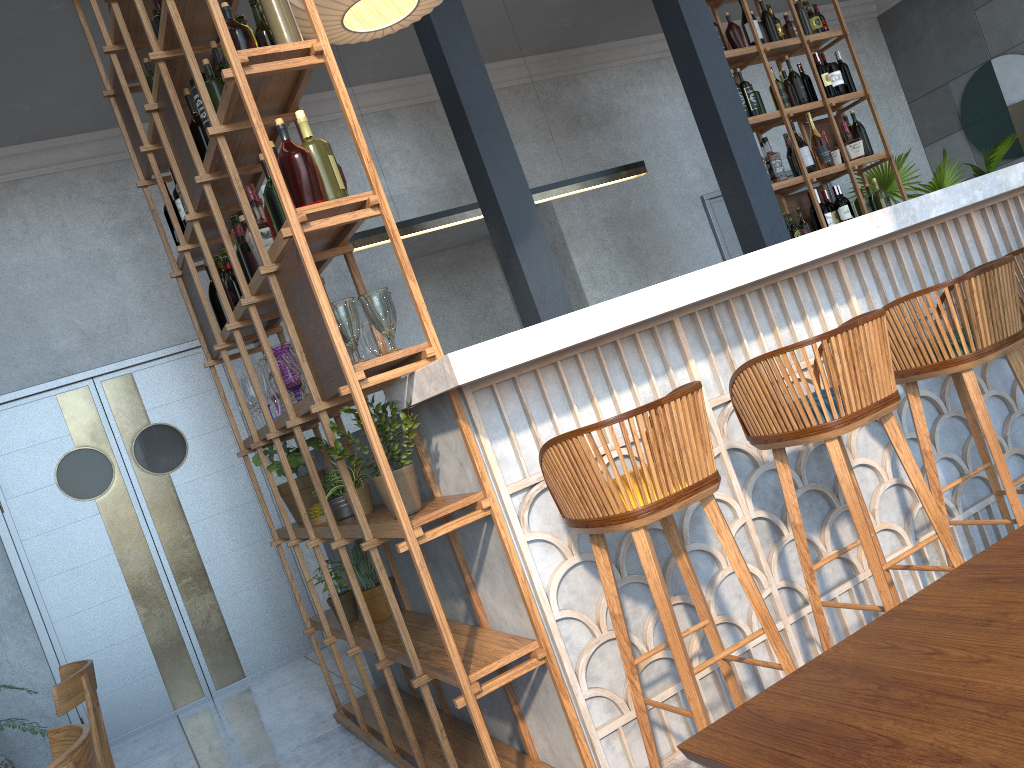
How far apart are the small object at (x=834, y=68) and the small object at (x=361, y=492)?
4.5m

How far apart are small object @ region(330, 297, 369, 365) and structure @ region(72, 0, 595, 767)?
0.0m

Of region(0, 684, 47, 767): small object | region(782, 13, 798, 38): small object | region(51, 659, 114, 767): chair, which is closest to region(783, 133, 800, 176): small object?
region(782, 13, 798, 38): small object

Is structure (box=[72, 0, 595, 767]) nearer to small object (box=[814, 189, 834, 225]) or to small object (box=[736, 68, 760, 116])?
small object (box=[736, 68, 760, 116])

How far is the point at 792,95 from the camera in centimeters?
567cm

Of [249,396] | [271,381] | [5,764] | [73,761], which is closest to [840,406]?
[73,761]

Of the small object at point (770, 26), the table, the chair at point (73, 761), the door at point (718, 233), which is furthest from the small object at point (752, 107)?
the chair at point (73, 761)

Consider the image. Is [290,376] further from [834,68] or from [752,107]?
[834,68]

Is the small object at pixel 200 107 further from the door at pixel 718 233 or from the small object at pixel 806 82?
the door at pixel 718 233

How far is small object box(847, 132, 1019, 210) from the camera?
7.36m
